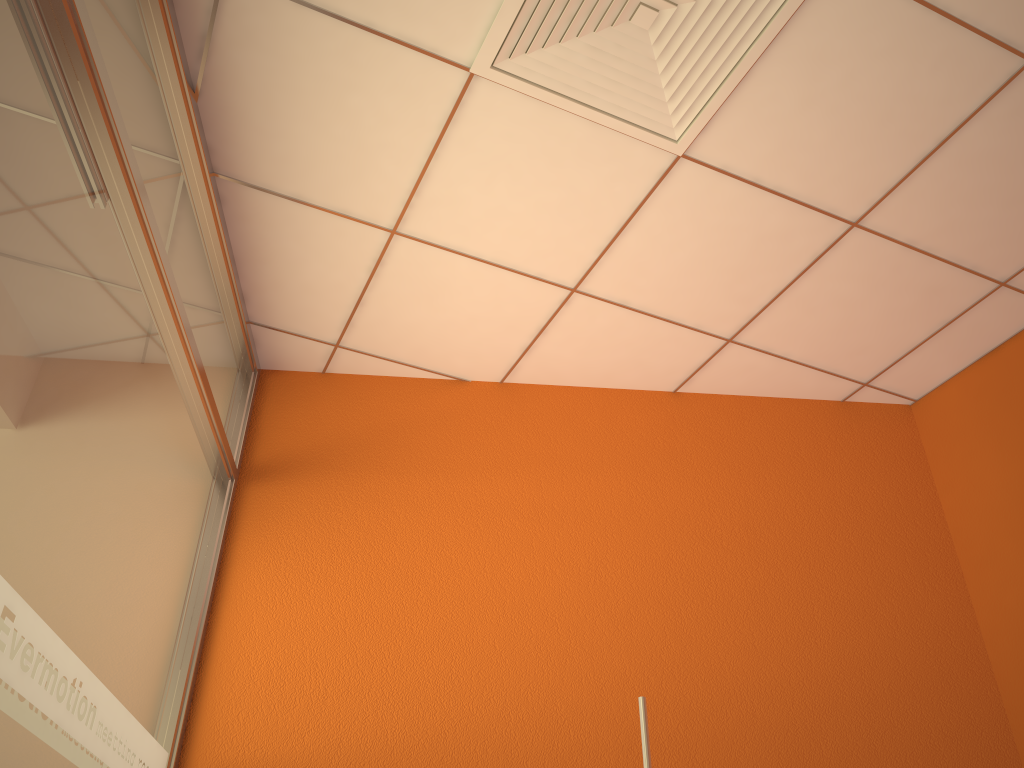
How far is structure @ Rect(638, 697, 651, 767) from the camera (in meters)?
0.90

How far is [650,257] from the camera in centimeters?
269cm

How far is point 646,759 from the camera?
0.90m

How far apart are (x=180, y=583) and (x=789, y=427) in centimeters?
211cm

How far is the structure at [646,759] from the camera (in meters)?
0.90
